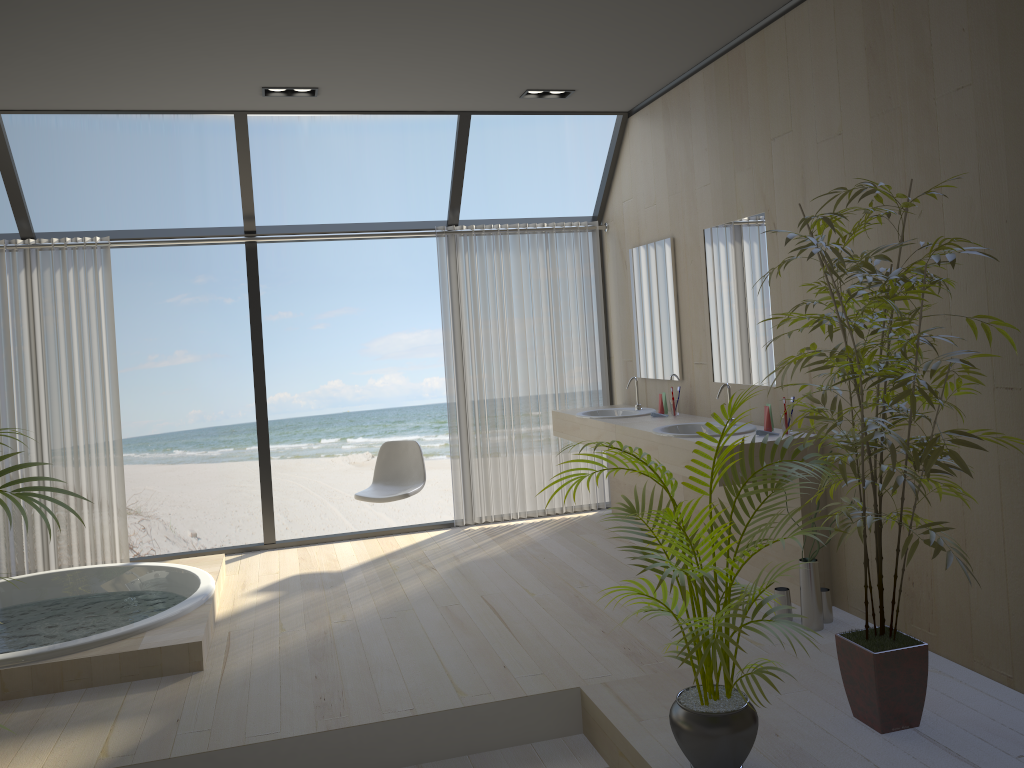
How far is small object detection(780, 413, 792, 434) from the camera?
4.1 meters

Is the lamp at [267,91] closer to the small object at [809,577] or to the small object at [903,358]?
the small object at [903,358]

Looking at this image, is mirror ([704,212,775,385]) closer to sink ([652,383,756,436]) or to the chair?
sink ([652,383,756,436])

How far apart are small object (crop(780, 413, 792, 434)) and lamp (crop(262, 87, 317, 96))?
3.09m

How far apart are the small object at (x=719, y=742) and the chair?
2.8m

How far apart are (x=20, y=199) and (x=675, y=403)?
4.1m

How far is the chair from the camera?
5.56m

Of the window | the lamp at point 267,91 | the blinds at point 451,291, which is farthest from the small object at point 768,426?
the lamp at point 267,91

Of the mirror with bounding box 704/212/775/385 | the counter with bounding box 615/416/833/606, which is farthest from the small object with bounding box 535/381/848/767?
the mirror with bounding box 704/212/775/385

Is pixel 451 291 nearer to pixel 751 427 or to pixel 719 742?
pixel 751 427
